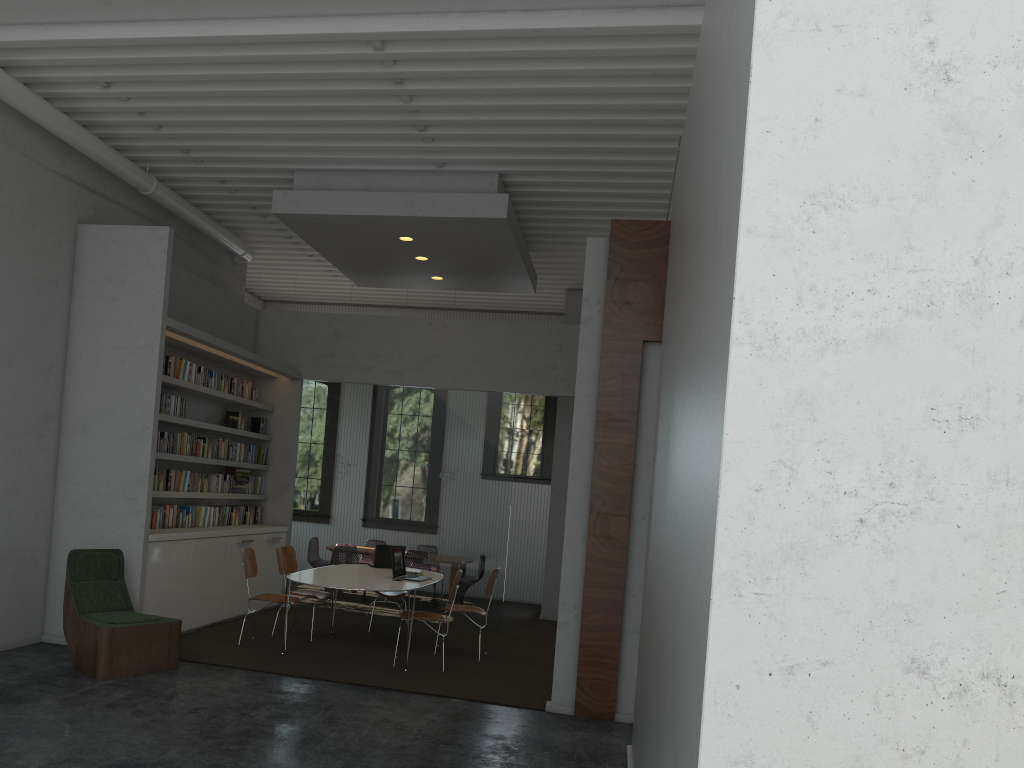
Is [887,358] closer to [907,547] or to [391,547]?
[907,547]
